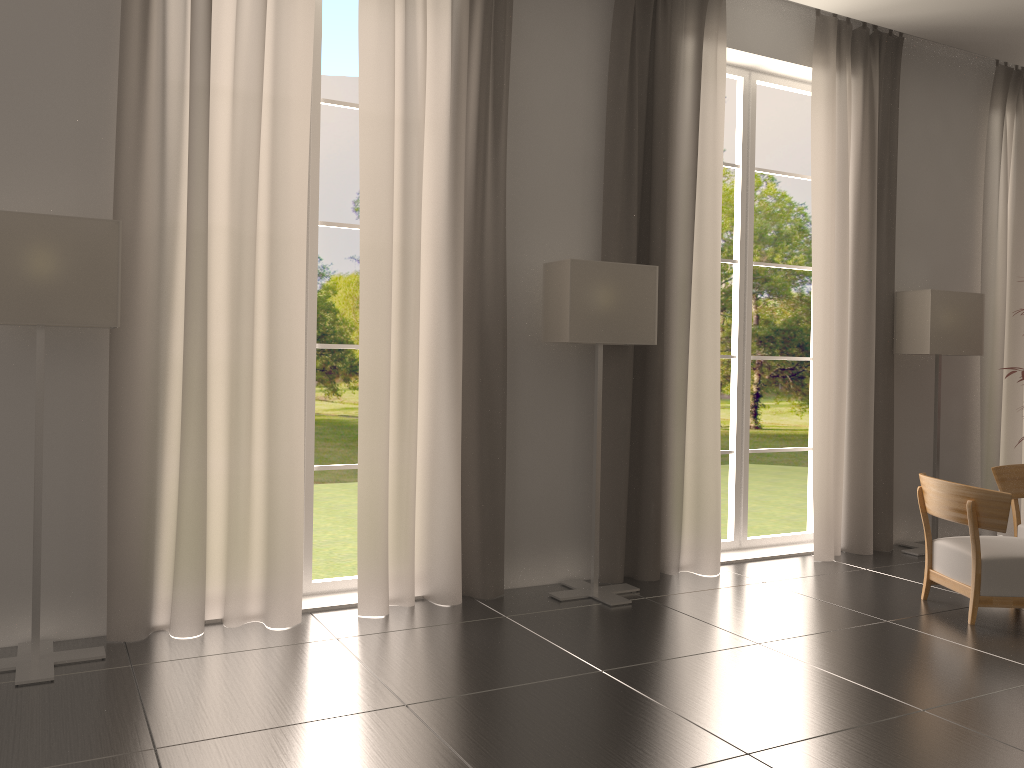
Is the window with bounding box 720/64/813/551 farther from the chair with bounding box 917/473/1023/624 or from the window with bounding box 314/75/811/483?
the window with bounding box 314/75/811/483

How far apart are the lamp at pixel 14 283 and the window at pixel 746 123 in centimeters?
682cm

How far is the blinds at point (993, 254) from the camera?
11.8m

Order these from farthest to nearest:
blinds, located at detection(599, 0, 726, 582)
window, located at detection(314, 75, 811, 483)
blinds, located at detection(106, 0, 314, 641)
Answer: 1. window, located at detection(314, 75, 811, 483)
2. blinds, located at detection(599, 0, 726, 582)
3. blinds, located at detection(106, 0, 314, 641)

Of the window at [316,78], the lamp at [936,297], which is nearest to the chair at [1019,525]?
the lamp at [936,297]

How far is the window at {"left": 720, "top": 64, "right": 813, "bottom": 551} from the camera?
10.5m

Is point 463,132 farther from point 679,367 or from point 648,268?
point 679,367

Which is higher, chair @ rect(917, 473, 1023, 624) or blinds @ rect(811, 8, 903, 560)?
blinds @ rect(811, 8, 903, 560)

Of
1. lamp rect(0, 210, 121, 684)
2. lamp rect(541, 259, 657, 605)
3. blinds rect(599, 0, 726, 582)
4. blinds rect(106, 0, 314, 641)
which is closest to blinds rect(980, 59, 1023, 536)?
blinds rect(599, 0, 726, 582)

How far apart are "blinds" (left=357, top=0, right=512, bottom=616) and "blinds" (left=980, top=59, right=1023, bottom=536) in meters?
7.2 m
